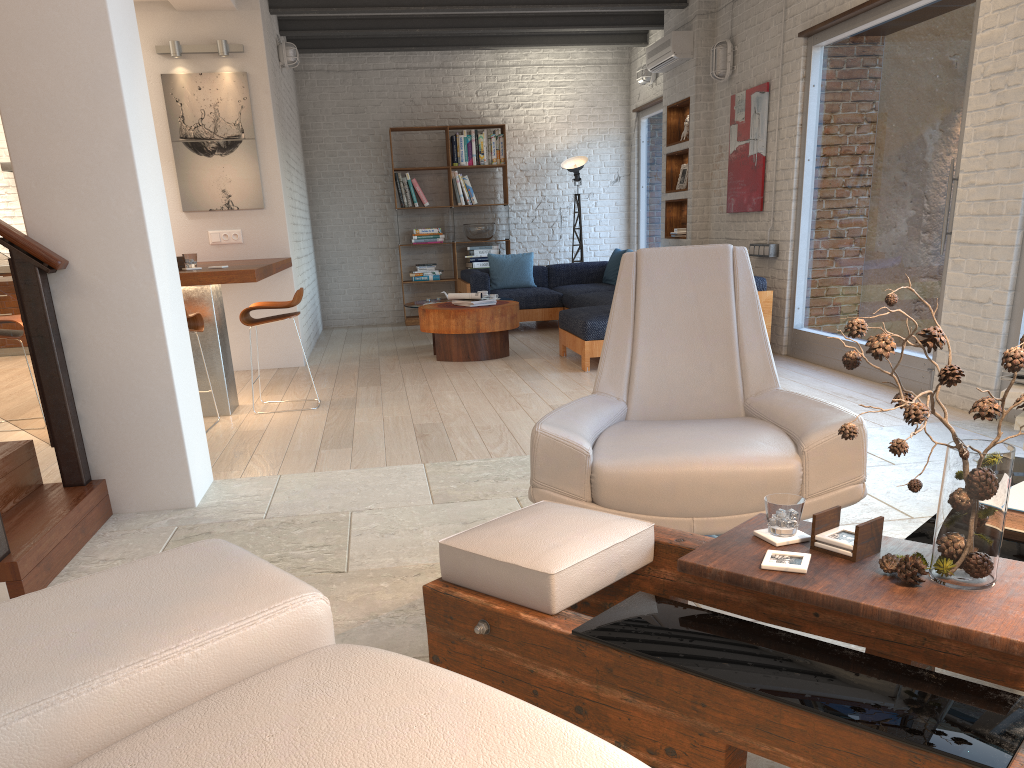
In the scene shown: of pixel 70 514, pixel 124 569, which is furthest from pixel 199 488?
pixel 124 569

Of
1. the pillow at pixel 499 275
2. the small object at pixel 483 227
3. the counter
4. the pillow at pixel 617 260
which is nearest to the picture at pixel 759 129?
the pillow at pixel 617 260

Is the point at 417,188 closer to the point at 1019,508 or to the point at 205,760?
the point at 1019,508

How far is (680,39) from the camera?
8.5 meters

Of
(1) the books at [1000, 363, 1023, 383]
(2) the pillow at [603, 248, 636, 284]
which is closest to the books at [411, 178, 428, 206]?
(2) the pillow at [603, 248, 636, 284]

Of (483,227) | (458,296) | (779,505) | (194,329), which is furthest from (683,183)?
(779,505)

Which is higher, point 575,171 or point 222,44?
point 222,44

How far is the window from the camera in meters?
5.3 m

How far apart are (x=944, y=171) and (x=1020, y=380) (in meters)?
2.72

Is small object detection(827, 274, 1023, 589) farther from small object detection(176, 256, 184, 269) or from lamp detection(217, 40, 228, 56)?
lamp detection(217, 40, 228, 56)
